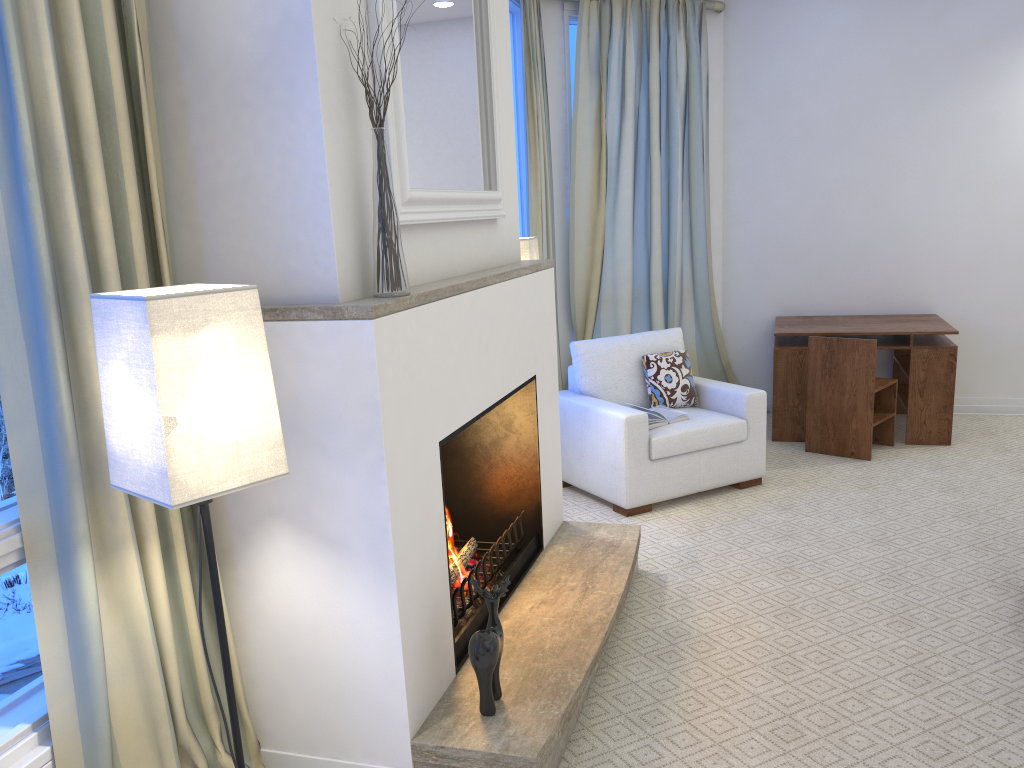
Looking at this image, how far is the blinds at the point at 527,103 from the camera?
4.3m

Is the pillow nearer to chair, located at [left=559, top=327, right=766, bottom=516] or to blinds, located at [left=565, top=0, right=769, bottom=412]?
chair, located at [left=559, top=327, right=766, bottom=516]

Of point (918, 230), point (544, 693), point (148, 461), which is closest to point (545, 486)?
point (544, 693)

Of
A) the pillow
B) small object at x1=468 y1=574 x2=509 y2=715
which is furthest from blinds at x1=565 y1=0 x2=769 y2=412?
small object at x1=468 y1=574 x2=509 y2=715

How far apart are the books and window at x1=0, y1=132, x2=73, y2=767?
2.69m

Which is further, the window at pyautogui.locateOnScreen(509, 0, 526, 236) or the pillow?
the window at pyautogui.locateOnScreen(509, 0, 526, 236)

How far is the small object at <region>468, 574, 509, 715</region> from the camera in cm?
195

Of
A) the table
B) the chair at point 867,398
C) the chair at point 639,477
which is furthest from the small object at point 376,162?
the table

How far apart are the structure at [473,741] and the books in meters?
0.8 m

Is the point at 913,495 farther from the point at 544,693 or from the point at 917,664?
the point at 544,693
